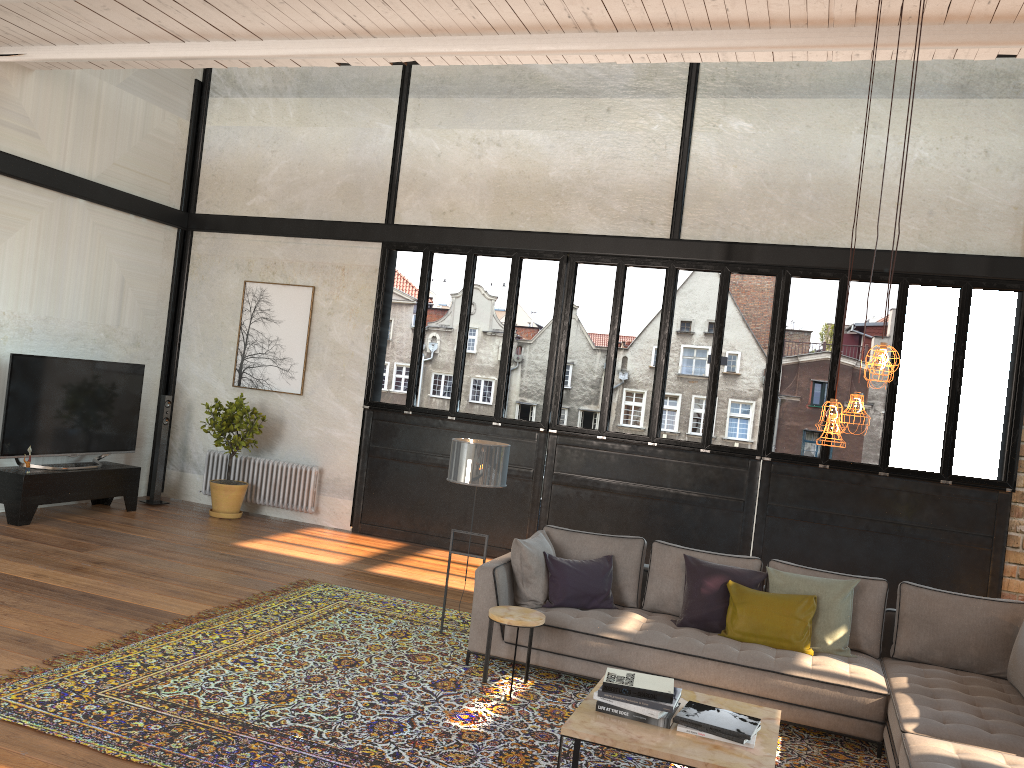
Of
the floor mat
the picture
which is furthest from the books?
the picture

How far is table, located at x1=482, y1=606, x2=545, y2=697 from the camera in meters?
5.3 m

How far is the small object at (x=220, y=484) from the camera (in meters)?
9.86

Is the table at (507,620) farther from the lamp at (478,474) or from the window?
the window

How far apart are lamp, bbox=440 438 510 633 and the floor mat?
1.1 meters

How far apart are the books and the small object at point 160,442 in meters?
7.6 m

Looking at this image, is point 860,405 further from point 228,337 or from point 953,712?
point 228,337

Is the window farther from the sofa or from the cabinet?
the sofa

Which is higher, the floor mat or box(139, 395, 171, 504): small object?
box(139, 395, 171, 504): small object

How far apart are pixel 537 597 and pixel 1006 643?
2.9m
